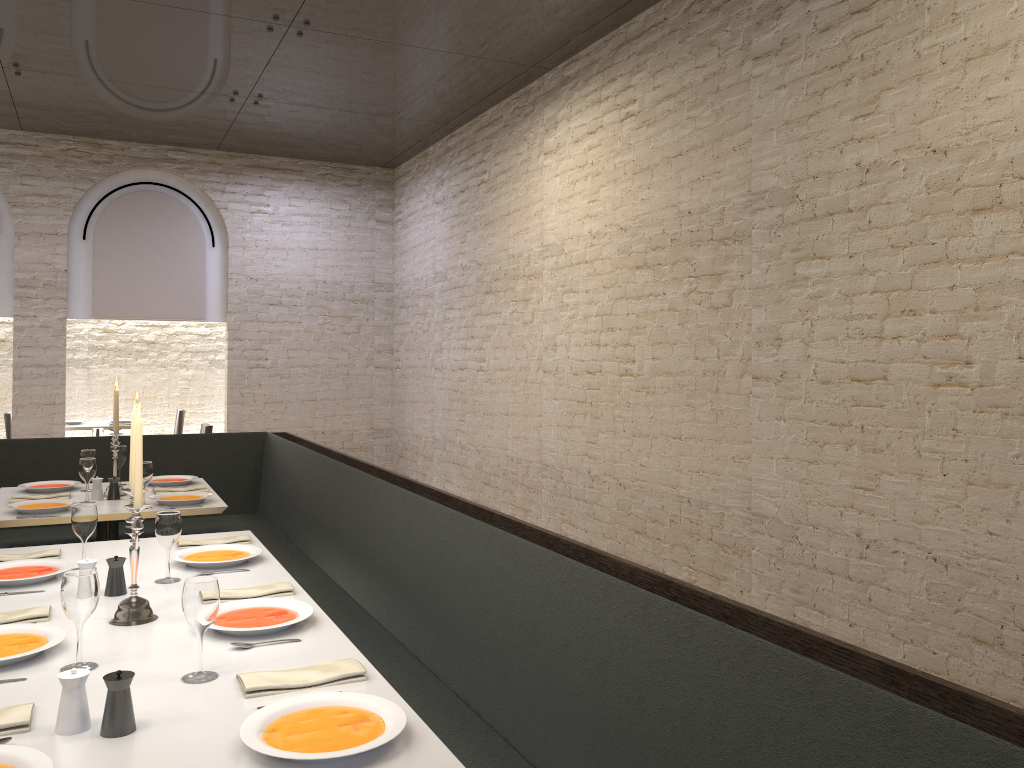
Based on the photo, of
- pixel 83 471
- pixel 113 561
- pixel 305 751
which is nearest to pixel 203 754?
pixel 305 751

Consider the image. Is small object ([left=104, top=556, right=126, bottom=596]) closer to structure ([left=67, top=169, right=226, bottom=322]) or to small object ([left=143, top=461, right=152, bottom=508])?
small object ([left=143, top=461, right=152, bottom=508])

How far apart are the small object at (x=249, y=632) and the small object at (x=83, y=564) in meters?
0.5 m

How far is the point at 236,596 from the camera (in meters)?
2.76

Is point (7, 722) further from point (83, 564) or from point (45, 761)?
point (83, 564)

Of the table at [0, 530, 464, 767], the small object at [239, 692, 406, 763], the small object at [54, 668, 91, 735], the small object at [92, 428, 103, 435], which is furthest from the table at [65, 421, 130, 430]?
the small object at [239, 692, 406, 763]

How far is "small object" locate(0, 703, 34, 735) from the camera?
1.77m

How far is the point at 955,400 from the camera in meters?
3.8 m

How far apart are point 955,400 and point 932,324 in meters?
0.3

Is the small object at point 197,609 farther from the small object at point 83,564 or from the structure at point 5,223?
the structure at point 5,223
